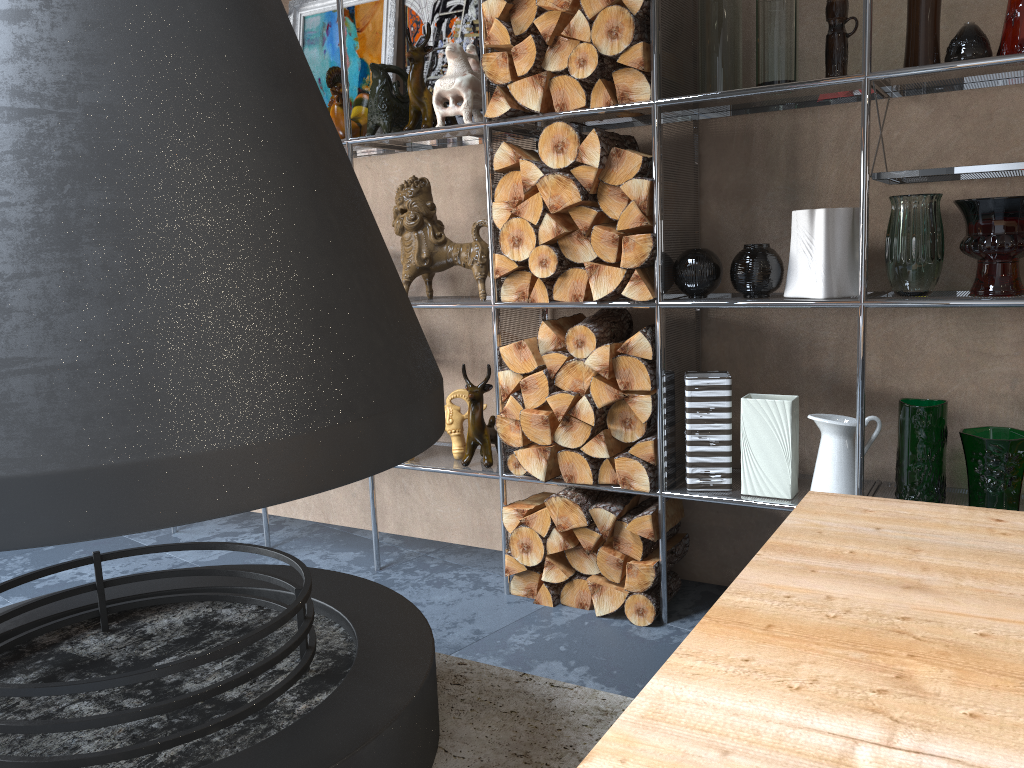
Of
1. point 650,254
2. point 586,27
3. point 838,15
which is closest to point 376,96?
point 586,27

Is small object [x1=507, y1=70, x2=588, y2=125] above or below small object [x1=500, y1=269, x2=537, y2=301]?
above

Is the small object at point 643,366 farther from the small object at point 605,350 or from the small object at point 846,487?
the small object at point 846,487

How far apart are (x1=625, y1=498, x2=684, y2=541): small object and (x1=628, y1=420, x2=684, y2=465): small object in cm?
16

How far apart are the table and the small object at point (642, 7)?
1.6 meters

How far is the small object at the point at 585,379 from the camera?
2.8m

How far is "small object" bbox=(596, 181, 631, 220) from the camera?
2.62m

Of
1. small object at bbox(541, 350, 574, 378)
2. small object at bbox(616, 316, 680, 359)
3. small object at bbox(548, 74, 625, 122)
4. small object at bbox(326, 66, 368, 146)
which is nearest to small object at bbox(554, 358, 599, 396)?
small object at bbox(541, 350, 574, 378)

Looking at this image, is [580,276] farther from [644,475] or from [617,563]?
[617,563]

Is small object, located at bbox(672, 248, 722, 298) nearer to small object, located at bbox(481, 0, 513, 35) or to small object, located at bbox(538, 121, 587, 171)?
small object, located at bbox(538, 121, 587, 171)
